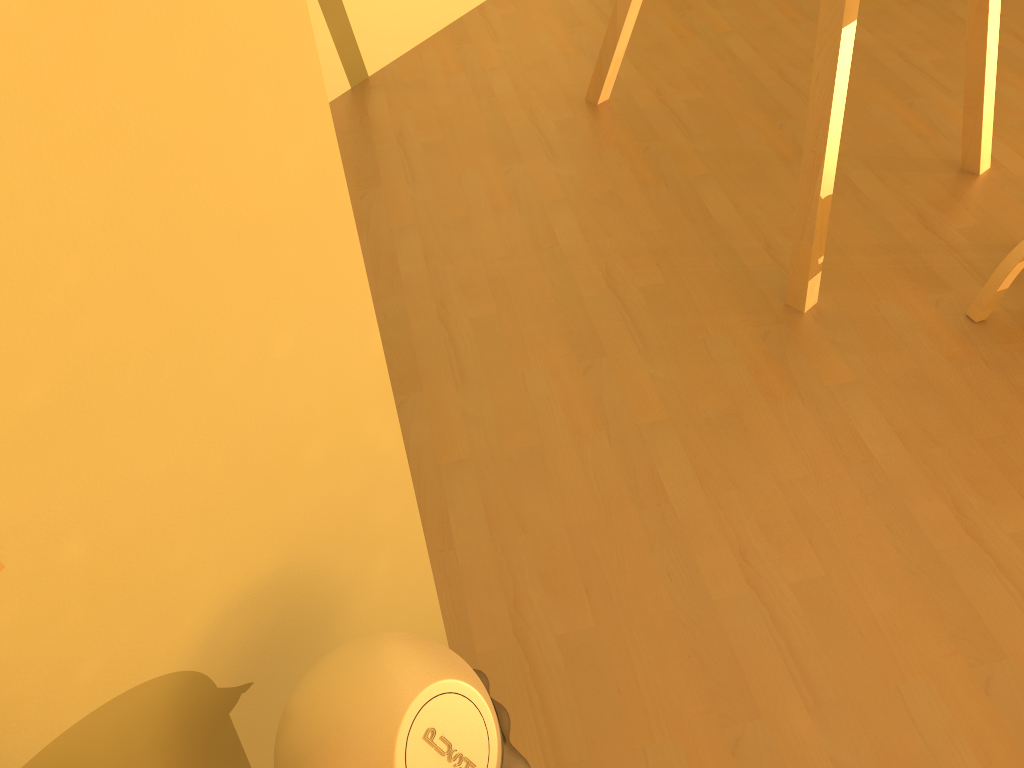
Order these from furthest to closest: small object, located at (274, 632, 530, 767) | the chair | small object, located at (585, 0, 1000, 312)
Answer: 1. the chair
2. small object, located at (585, 0, 1000, 312)
3. small object, located at (274, 632, 530, 767)

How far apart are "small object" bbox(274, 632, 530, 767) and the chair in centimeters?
142cm

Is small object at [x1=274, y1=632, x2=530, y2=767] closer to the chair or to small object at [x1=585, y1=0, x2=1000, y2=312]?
small object at [x1=585, y1=0, x2=1000, y2=312]

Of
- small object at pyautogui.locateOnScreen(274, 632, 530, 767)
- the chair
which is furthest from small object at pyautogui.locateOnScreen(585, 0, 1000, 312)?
small object at pyautogui.locateOnScreen(274, 632, 530, 767)

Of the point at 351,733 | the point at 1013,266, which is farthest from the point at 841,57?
the point at 351,733

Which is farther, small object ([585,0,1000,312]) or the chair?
the chair

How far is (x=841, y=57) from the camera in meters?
1.6 m

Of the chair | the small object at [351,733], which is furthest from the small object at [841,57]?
the small object at [351,733]

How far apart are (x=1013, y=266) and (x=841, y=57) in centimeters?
55cm

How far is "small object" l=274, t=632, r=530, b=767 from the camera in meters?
0.8 m
